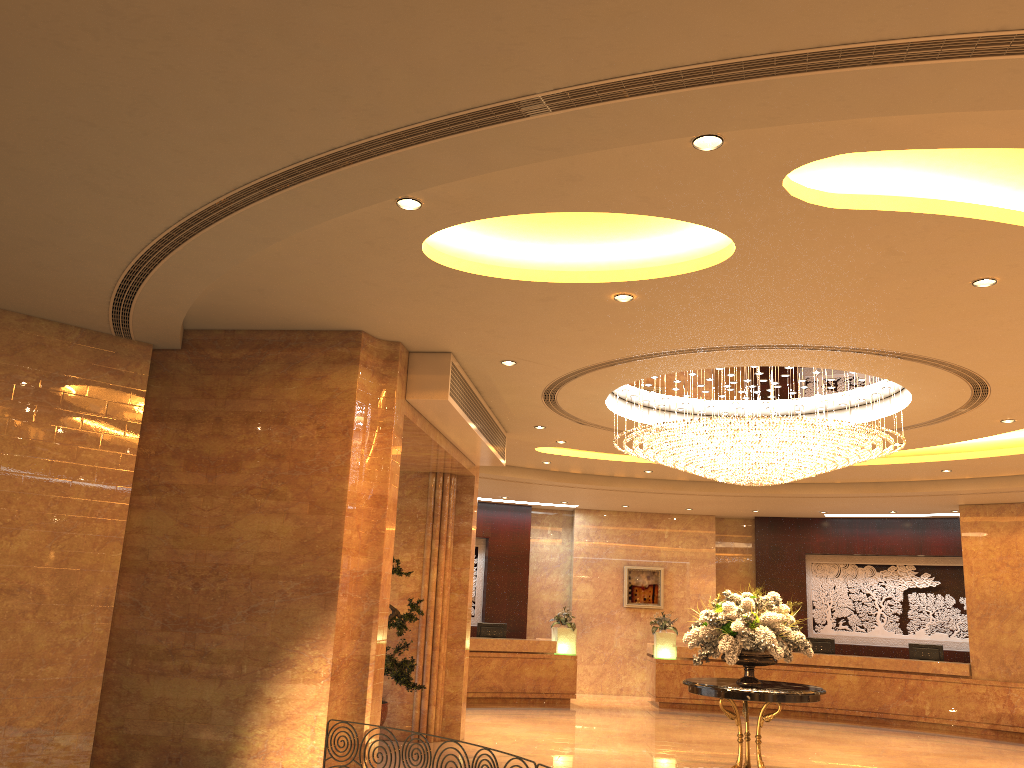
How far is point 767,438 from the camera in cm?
917

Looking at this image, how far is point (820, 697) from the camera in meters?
16.7

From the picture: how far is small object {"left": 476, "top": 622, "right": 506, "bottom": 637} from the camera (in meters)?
17.34

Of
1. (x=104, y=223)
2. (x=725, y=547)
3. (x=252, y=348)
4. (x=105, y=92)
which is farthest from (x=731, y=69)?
(x=725, y=547)

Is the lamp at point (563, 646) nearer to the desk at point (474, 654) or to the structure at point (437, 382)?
the desk at point (474, 654)

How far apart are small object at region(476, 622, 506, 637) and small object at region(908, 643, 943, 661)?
7.8 meters

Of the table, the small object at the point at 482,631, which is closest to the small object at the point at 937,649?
the small object at the point at 482,631

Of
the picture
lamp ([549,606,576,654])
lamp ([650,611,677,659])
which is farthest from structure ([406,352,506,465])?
the picture

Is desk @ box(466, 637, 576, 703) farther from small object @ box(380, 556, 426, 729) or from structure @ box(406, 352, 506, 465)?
structure @ box(406, 352, 506, 465)

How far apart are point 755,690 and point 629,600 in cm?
1090
